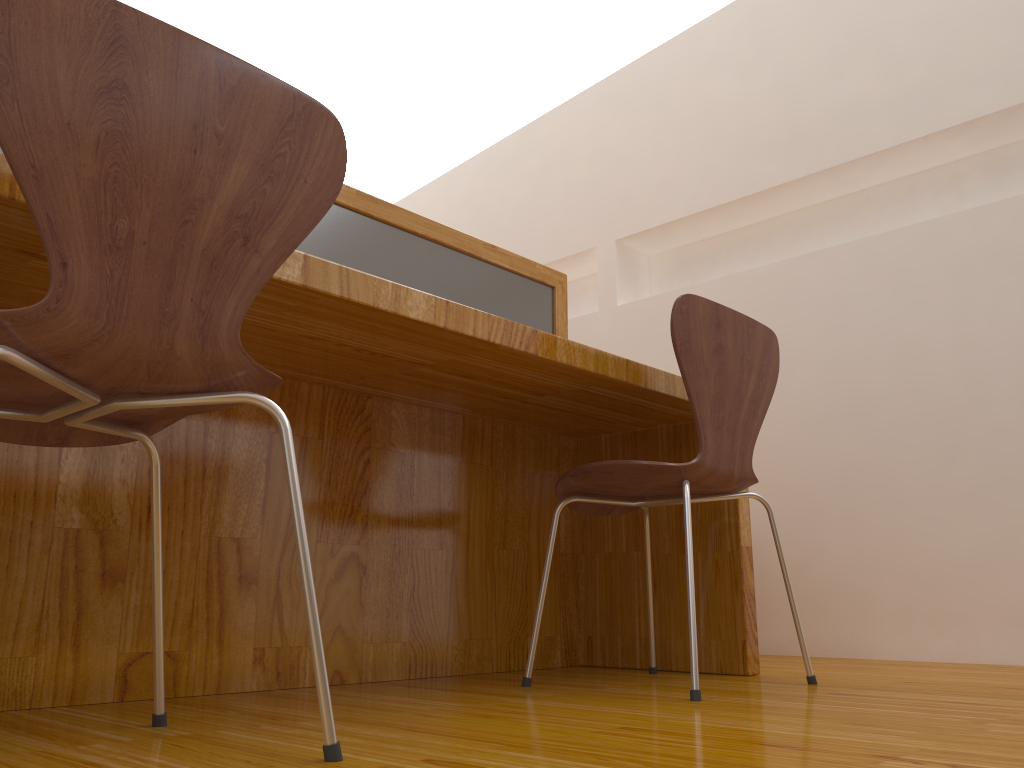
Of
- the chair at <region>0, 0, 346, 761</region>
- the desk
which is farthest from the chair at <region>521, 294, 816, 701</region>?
the chair at <region>0, 0, 346, 761</region>

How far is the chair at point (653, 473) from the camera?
1.6 meters

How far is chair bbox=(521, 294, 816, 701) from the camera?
1.57m

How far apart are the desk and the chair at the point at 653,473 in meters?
0.1 m

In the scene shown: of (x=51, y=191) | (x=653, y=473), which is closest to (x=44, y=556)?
(x=51, y=191)

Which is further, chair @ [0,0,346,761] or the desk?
the desk

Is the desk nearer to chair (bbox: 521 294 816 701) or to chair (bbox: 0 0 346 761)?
chair (bbox: 521 294 816 701)

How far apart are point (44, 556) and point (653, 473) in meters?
1.0 m

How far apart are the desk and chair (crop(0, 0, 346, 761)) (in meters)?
0.20

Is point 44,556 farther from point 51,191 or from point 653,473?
point 653,473
